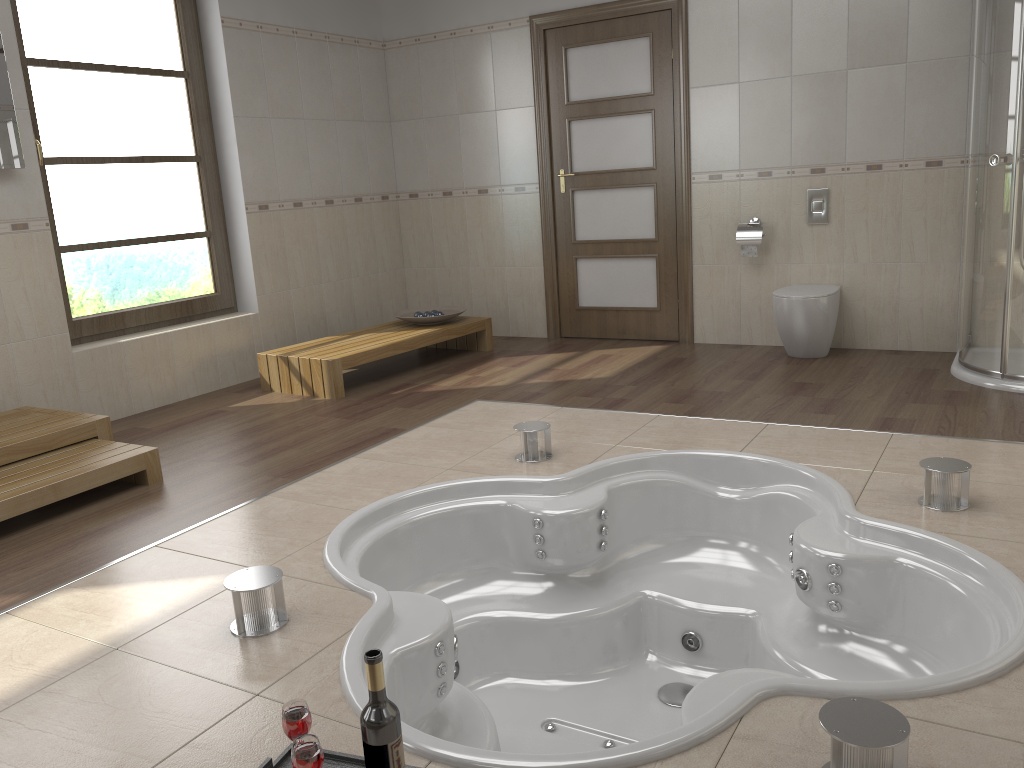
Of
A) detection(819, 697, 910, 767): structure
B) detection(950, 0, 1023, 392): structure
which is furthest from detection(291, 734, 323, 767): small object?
detection(950, 0, 1023, 392): structure

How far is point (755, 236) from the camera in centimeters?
522cm

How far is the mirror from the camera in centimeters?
402cm

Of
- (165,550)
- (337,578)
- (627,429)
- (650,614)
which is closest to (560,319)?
(627,429)

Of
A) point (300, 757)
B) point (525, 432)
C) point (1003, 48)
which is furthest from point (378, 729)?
point (1003, 48)

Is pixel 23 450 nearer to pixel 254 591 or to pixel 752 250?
pixel 254 591

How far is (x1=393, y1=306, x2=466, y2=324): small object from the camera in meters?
5.6

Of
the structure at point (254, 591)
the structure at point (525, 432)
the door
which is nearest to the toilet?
the door

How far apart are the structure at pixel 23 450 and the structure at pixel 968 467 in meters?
3.2 m

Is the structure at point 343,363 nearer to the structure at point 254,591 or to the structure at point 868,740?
the structure at point 254,591
